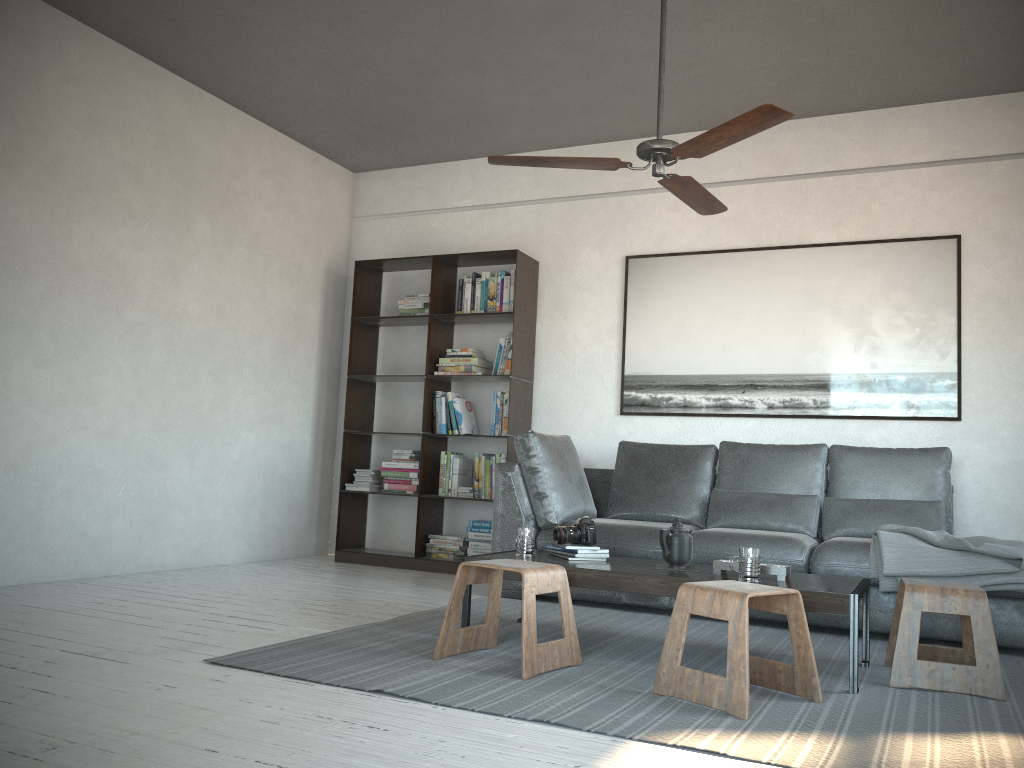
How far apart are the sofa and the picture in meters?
0.4

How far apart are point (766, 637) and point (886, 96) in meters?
3.2

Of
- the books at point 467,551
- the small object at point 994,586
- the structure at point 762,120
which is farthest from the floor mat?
the structure at point 762,120

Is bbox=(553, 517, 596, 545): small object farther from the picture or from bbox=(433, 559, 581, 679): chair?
the picture

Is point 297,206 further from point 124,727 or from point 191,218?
point 124,727

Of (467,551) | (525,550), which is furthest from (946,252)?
(467,551)

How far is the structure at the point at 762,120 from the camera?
3.0m

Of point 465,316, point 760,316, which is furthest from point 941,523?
point 465,316

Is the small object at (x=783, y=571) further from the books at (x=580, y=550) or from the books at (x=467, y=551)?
the books at (x=467, y=551)

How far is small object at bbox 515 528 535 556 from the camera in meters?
3.6 m
